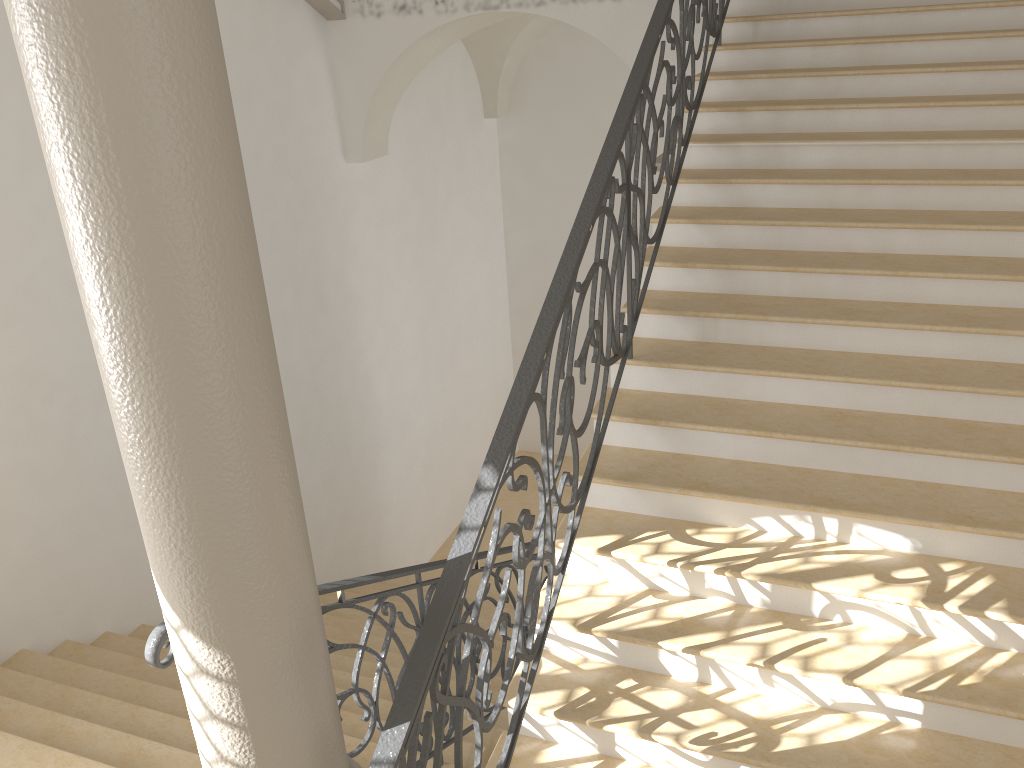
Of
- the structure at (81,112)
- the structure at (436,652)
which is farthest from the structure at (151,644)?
the structure at (436,652)

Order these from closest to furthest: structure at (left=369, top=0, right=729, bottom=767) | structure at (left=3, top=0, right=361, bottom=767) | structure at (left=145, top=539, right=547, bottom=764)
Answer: structure at (left=3, top=0, right=361, bottom=767)
structure at (left=369, top=0, right=729, bottom=767)
structure at (left=145, top=539, right=547, bottom=764)

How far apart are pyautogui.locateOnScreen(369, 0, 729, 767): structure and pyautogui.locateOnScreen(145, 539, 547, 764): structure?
0.72m

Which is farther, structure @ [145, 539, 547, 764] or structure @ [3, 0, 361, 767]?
structure @ [145, 539, 547, 764]

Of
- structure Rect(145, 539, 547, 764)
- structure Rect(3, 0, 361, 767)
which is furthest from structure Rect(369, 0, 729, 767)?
structure Rect(145, 539, 547, 764)

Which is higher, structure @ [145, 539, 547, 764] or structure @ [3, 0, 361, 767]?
structure @ [3, 0, 361, 767]

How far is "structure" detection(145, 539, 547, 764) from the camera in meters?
2.5 m

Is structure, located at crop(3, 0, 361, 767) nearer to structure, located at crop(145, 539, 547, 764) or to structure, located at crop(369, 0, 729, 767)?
structure, located at crop(369, 0, 729, 767)

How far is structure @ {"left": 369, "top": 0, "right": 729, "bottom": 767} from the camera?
2.4m

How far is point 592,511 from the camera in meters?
3.9 m
